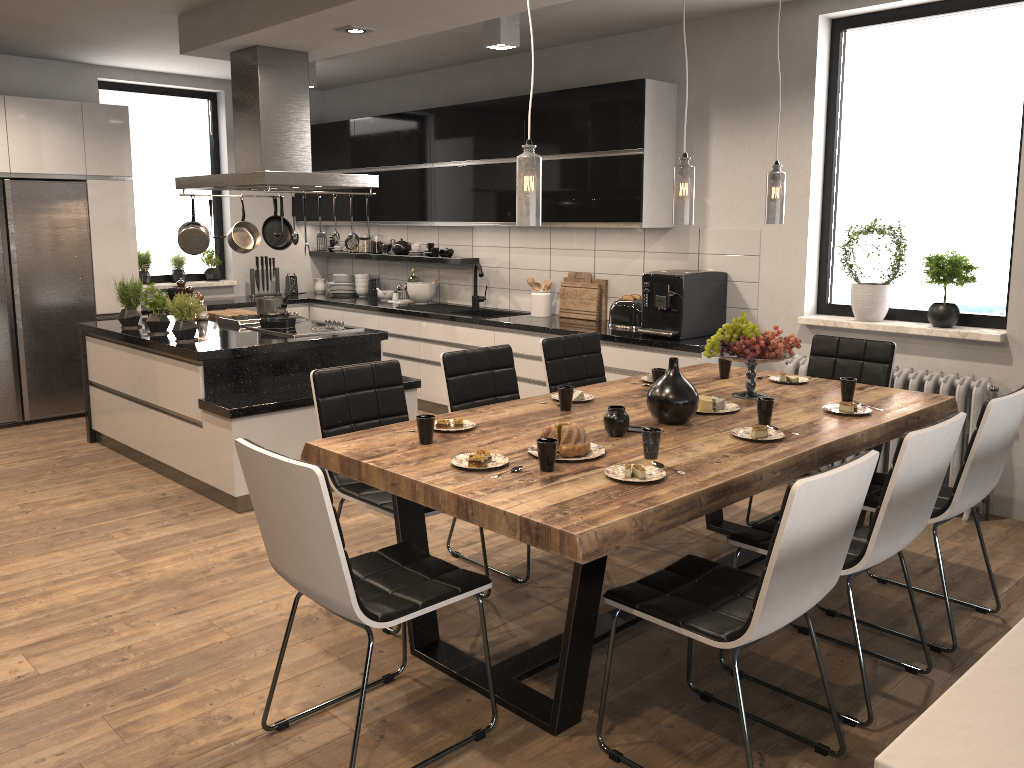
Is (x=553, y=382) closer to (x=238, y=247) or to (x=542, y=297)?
(x=542, y=297)

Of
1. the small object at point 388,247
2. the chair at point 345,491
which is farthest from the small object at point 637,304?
the small object at point 388,247

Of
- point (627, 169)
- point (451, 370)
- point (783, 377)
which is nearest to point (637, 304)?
point (627, 169)

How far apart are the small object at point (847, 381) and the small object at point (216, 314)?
4.2m

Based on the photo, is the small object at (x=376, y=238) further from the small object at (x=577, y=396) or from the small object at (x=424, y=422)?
the small object at (x=424, y=422)

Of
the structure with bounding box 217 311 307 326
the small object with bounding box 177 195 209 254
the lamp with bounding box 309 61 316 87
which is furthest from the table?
the lamp with bounding box 309 61 316 87

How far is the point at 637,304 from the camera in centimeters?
579cm

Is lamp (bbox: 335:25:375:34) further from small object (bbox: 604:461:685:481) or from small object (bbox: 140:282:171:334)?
small object (bbox: 604:461:685:481)

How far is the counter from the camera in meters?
5.3

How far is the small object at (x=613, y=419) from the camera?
3.1m
